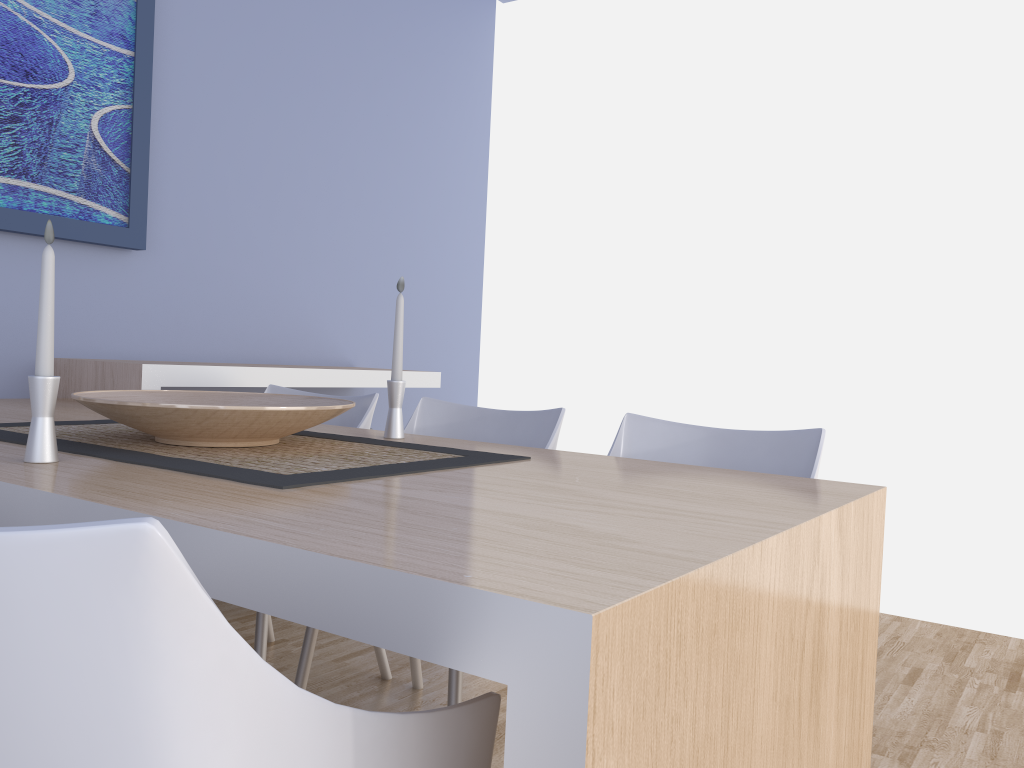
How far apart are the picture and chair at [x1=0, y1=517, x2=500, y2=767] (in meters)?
2.27

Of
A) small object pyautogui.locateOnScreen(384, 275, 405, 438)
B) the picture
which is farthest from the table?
the picture

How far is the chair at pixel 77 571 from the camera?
0.5m

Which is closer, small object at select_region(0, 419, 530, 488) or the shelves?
small object at select_region(0, 419, 530, 488)

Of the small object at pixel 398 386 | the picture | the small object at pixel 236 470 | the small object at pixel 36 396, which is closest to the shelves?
the picture

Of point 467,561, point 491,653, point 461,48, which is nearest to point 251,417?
point 467,561

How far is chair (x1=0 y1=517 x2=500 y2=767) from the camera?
0.53m

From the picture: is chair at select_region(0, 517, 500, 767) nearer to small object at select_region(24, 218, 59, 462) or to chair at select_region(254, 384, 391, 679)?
small object at select_region(24, 218, 59, 462)

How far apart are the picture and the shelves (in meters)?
0.37

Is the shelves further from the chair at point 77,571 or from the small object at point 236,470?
the chair at point 77,571
